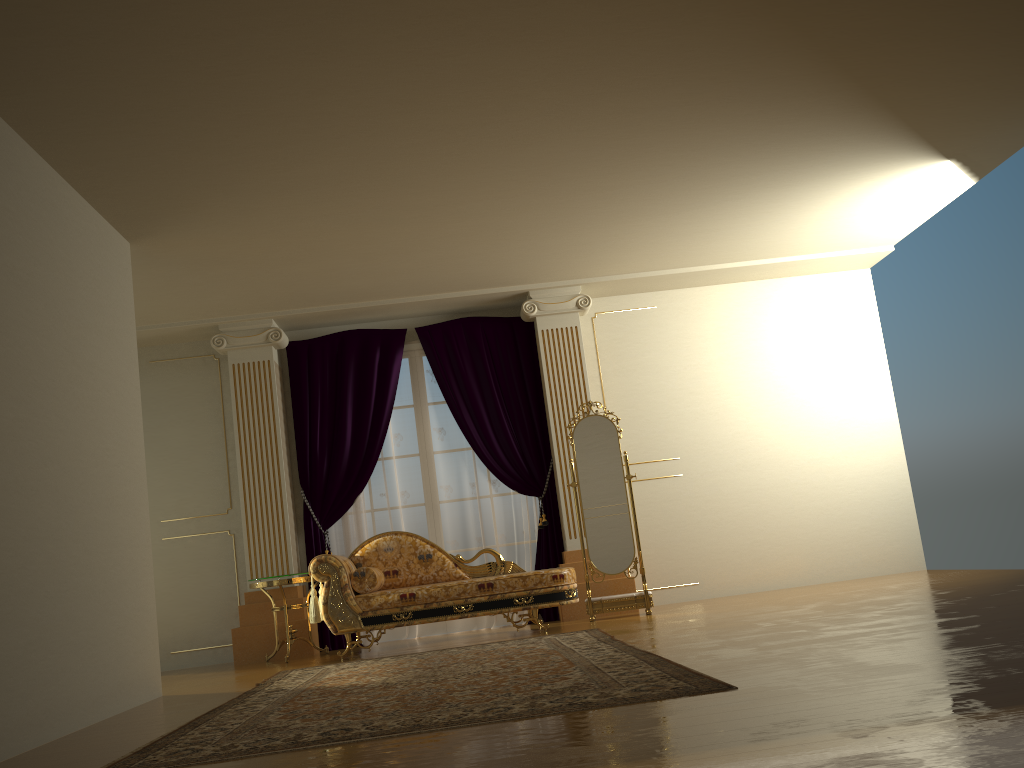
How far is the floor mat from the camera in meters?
2.9 m

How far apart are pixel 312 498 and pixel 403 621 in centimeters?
175cm

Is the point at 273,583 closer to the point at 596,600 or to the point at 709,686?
the point at 596,600

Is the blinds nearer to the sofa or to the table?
the table

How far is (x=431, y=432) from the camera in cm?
749

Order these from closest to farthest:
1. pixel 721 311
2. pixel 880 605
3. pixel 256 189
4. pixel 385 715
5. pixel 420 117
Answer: pixel 385 715
pixel 420 117
pixel 880 605
pixel 256 189
pixel 721 311

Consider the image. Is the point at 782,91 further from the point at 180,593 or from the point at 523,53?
the point at 180,593

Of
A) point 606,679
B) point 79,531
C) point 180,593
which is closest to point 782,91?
point 606,679

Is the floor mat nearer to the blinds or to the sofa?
the sofa

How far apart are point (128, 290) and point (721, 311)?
4.95m
